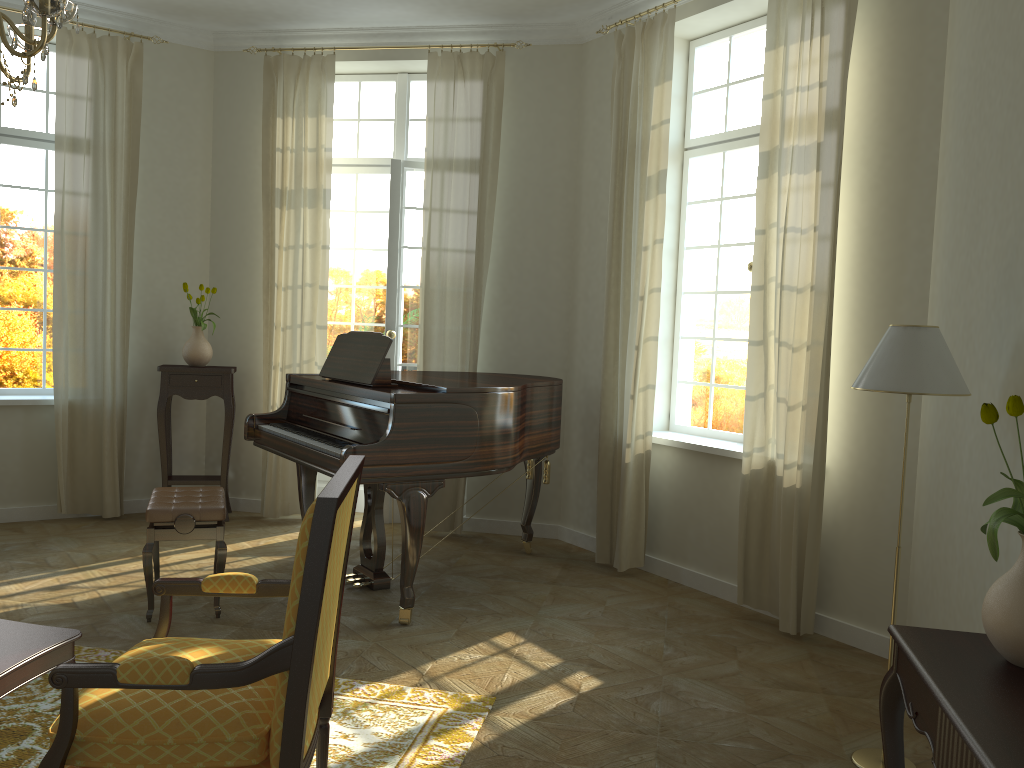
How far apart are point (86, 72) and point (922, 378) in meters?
5.7 m

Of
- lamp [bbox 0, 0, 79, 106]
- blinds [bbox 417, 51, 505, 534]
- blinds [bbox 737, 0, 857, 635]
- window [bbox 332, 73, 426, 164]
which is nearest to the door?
window [bbox 332, 73, 426, 164]

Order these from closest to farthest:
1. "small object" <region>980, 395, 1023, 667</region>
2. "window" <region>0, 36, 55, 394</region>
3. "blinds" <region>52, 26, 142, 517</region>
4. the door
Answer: "small object" <region>980, 395, 1023, 667</region> → "blinds" <region>52, 26, 142, 517</region> → "window" <region>0, 36, 55, 394</region> → the door

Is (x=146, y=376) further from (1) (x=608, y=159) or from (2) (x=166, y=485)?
(1) (x=608, y=159)

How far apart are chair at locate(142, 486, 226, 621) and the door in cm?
199

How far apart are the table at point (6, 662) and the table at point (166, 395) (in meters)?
3.67

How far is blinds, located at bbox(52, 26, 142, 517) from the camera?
6.08m

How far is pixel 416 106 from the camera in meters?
6.8 m

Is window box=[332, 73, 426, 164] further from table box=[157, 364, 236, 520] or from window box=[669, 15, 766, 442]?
window box=[669, 15, 766, 442]

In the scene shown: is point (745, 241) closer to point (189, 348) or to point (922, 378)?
point (922, 378)
